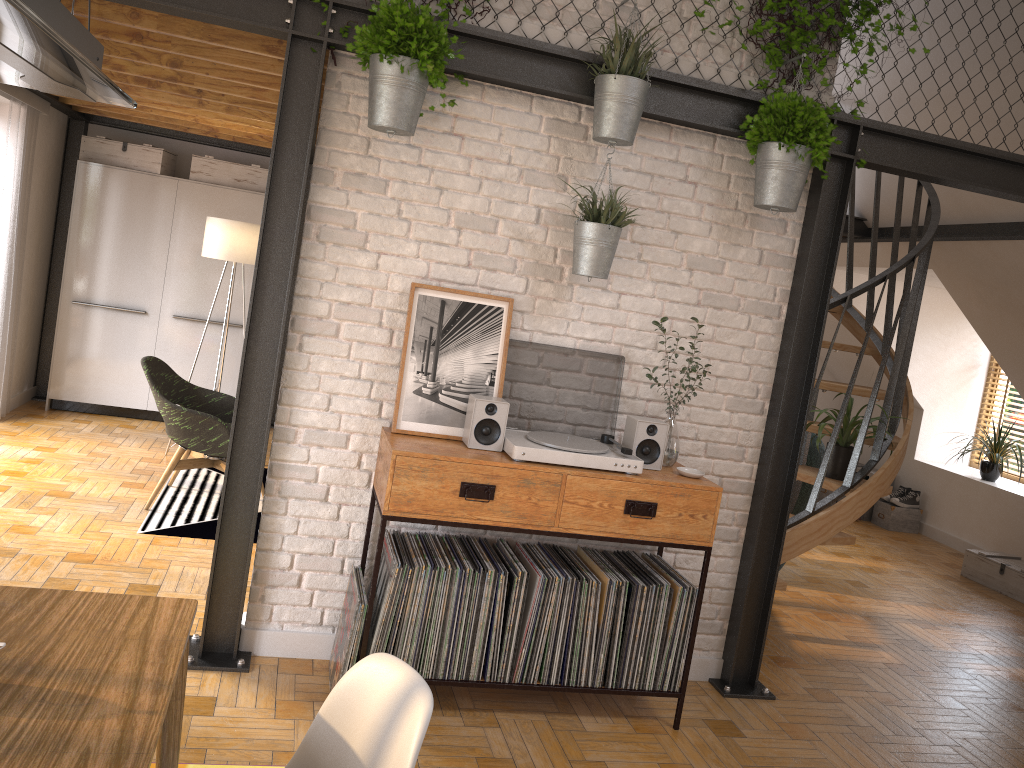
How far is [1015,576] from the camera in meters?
6.3 m

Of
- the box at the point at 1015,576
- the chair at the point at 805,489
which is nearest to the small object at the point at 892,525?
the box at the point at 1015,576

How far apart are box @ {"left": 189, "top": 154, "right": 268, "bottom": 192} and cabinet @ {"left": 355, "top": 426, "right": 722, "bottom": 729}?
4.6m

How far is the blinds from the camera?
5.92m

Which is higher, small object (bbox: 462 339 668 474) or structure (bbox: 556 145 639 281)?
structure (bbox: 556 145 639 281)

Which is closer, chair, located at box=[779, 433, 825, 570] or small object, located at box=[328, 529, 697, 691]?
small object, located at box=[328, 529, 697, 691]

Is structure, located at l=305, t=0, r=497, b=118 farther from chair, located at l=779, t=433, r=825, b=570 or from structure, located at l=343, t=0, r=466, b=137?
chair, located at l=779, t=433, r=825, b=570

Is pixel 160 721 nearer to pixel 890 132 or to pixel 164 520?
pixel 890 132

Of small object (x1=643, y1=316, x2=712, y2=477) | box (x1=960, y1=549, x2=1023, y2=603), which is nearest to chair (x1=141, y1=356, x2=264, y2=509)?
small object (x1=643, y1=316, x2=712, y2=477)

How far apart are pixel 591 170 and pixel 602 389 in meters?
0.9
